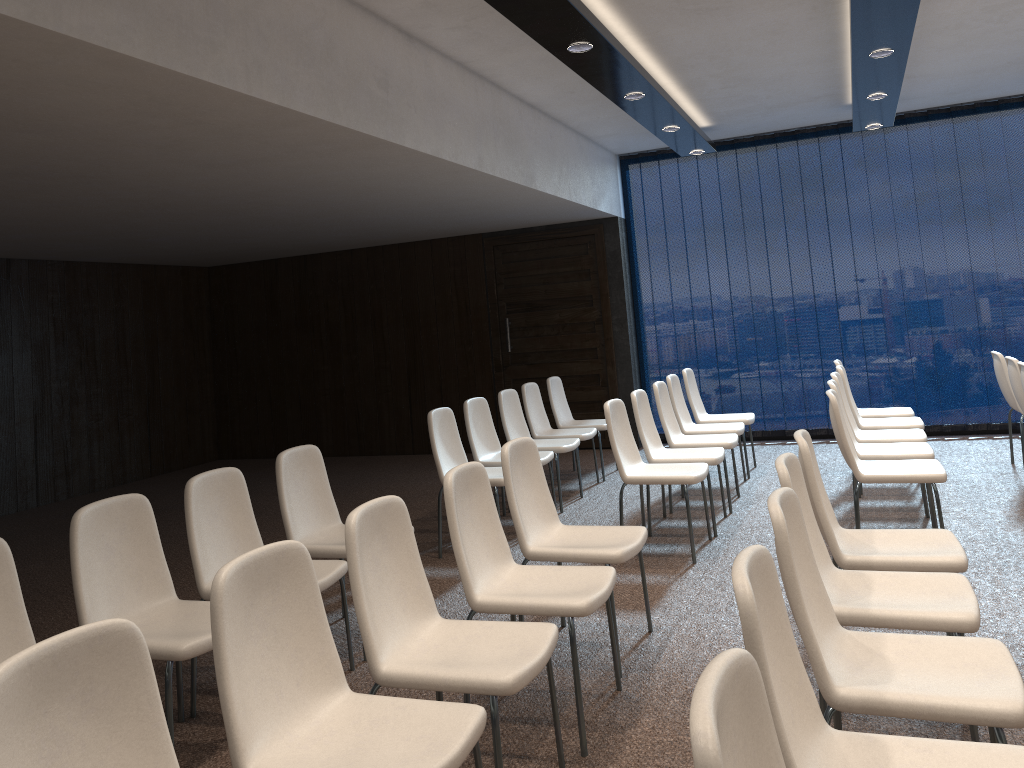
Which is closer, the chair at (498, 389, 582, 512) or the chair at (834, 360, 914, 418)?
the chair at (498, 389, 582, 512)

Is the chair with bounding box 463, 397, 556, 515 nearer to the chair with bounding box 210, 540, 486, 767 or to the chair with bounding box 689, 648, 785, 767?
the chair with bounding box 210, 540, 486, 767

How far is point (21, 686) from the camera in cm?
164

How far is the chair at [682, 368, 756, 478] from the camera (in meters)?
7.46

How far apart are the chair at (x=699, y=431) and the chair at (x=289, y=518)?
3.27m

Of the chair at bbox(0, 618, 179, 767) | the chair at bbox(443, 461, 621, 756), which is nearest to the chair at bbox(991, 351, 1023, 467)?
the chair at bbox(443, 461, 621, 756)

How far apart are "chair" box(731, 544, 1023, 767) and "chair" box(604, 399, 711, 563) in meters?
3.1 m

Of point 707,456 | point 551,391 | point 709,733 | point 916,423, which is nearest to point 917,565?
point 709,733

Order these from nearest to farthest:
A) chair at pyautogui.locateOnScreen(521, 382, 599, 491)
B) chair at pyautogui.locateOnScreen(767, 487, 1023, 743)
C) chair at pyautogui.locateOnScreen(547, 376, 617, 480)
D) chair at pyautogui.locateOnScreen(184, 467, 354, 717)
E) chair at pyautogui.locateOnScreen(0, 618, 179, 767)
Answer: chair at pyautogui.locateOnScreen(0, 618, 179, 767) < chair at pyautogui.locateOnScreen(767, 487, 1023, 743) < chair at pyautogui.locateOnScreen(184, 467, 354, 717) < chair at pyautogui.locateOnScreen(521, 382, 599, 491) < chair at pyautogui.locateOnScreen(547, 376, 617, 480)

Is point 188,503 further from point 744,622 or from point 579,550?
point 744,622
